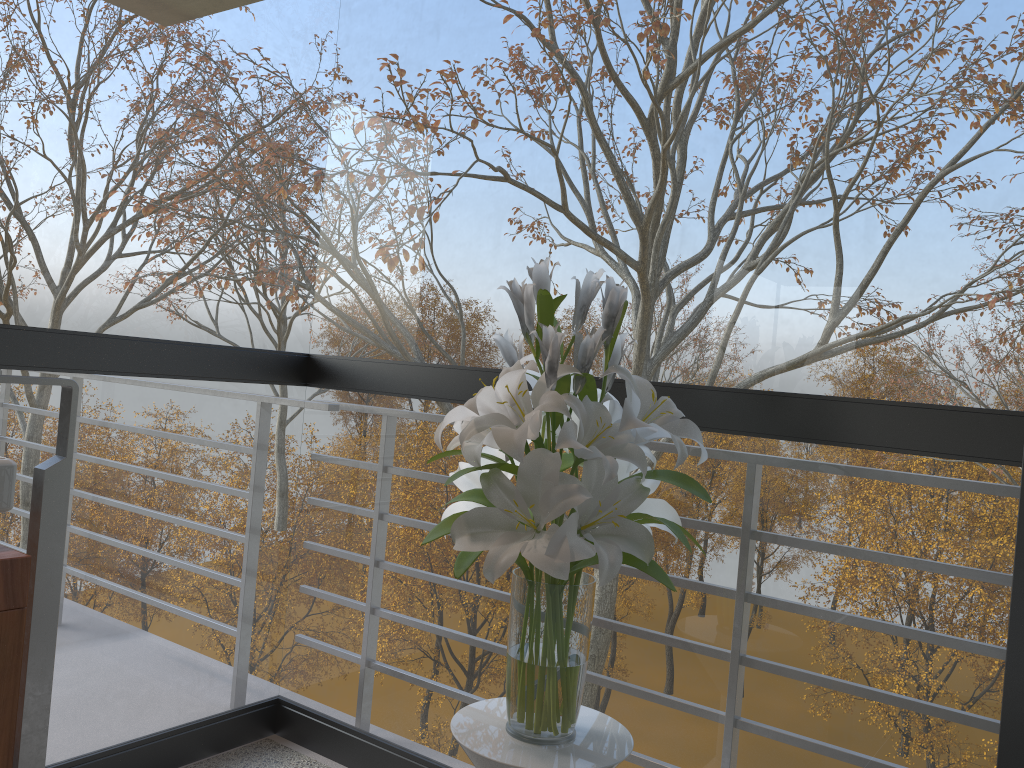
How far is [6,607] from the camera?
1.41m

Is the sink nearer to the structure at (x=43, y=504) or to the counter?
the counter

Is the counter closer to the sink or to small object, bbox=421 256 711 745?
the sink

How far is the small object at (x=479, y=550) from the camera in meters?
1.3

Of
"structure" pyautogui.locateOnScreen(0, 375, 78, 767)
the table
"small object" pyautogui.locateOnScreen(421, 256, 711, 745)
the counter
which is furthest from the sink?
the table

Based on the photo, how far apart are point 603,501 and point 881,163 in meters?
2.8 m

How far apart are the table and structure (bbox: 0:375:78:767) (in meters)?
0.79

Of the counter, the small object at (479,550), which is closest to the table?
the small object at (479,550)

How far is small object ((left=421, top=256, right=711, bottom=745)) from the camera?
1.3m

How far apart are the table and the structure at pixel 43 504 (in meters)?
0.79
